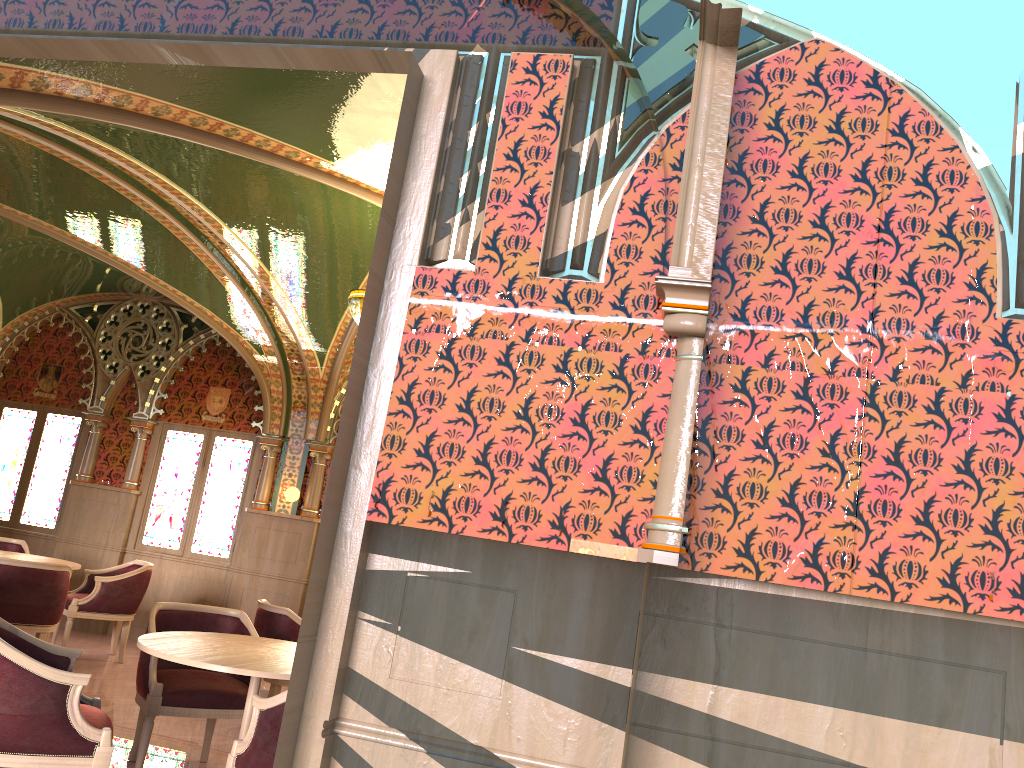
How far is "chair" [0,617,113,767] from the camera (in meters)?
3.34

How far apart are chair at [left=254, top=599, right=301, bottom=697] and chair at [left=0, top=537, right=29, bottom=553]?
3.64m

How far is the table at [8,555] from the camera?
7.5m

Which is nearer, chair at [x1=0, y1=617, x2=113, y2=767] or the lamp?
chair at [x1=0, y1=617, x2=113, y2=767]

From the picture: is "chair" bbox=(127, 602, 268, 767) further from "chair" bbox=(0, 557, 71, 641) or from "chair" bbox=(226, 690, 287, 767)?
"chair" bbox=(0, 557, 71, 641)

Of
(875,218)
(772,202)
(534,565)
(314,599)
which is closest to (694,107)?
(772,202)

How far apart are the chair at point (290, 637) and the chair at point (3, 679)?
1.9m

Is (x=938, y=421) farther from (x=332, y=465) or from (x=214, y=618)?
(x=214, y=618)

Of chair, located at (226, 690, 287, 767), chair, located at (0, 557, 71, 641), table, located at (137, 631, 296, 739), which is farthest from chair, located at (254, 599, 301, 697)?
chair, located at (226, 690, 287, 767)

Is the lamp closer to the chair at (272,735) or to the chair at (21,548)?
the chair at (272,735)
